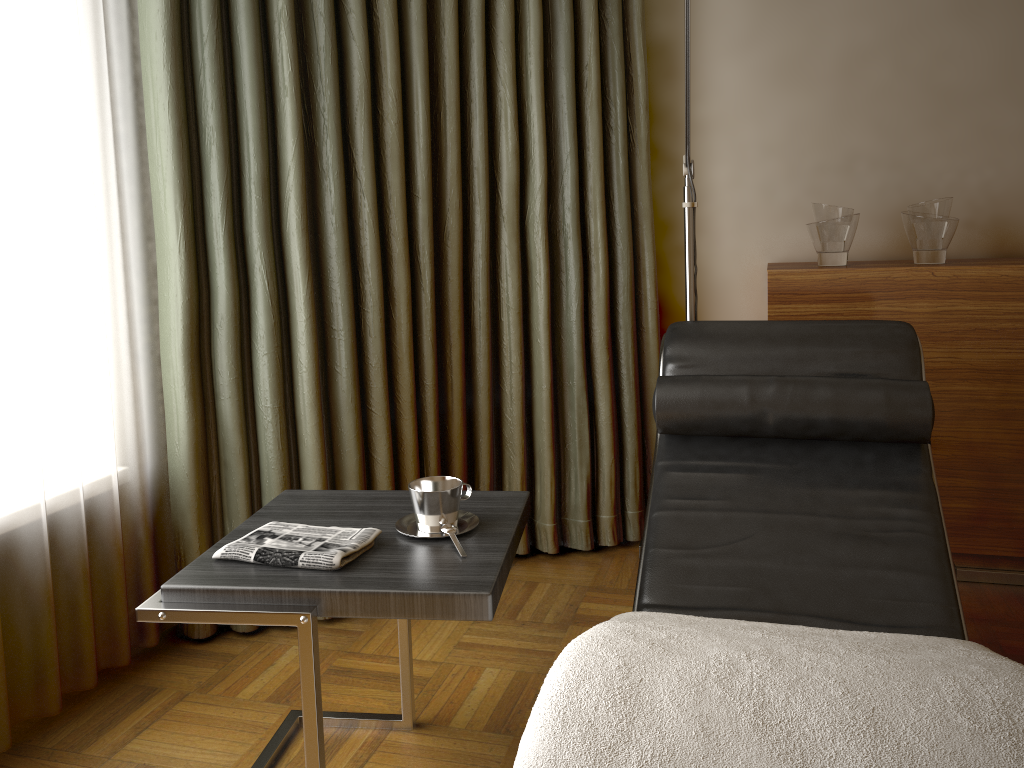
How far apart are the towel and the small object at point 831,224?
1.7m

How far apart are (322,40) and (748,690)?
1.89m

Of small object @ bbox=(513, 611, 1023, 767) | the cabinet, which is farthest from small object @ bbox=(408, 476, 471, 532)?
the cabinet

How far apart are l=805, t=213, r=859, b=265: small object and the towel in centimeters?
171cm

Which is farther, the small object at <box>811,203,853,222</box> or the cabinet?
the small object at <box>811,203,853,222</box>

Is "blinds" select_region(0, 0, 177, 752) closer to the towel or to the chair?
the towel

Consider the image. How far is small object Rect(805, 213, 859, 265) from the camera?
2.57m

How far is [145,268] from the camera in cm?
221

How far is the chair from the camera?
1.65m

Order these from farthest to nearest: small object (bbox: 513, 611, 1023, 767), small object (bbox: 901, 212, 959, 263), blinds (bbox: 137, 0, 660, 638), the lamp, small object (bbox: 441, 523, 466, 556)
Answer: small object (bbox: 901, 212, 959, 263) < the lamp < blinds (bbox: 137, 0, 660, 638) < small object (bbox: 441, 523, 466, 556) < small object (bbox: 513, 611, 1023, 767)
